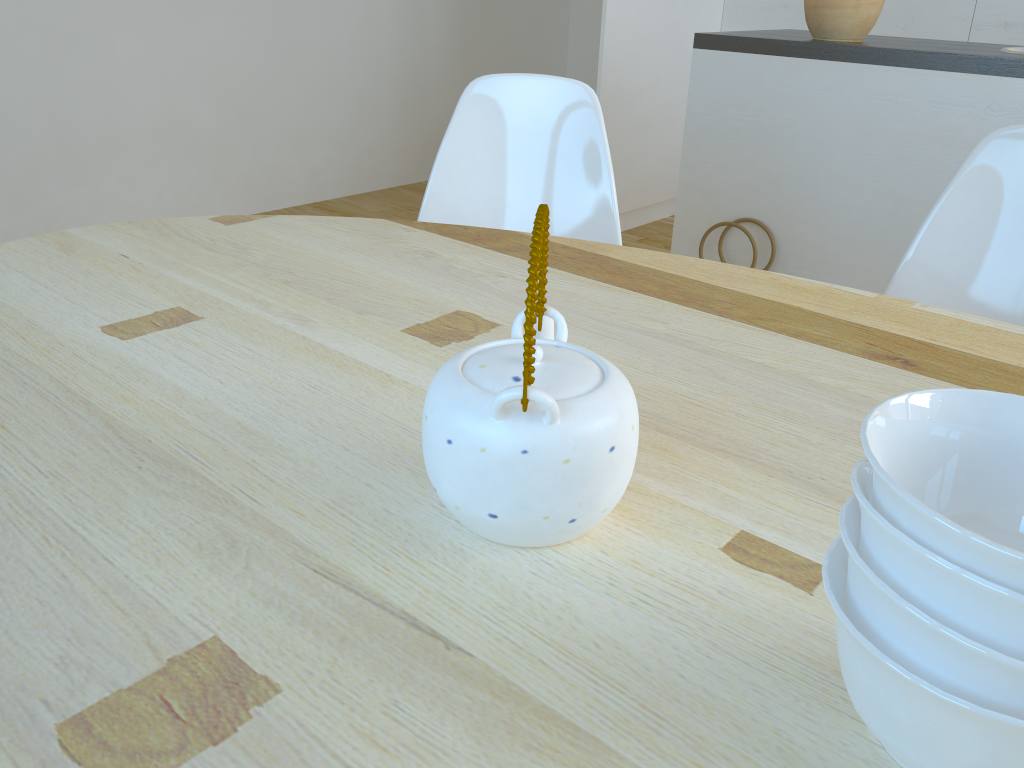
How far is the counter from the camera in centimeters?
193cm

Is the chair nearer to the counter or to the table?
the table

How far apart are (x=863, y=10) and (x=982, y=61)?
0.35m

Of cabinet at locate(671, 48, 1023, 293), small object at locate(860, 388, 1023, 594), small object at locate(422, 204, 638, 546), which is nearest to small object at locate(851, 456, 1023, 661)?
small object at locate(860, 388, 1023, 594)

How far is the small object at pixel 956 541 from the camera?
0.4m

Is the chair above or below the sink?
below

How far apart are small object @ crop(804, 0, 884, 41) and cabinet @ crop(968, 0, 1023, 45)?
1.6 meters

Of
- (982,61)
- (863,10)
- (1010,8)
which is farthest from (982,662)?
(1010,8)

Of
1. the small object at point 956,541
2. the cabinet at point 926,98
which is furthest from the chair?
the small object at point 956,541

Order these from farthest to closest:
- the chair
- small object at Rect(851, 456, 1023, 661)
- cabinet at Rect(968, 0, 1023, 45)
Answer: cabinet at Rect(968, 0, 1023, 45) → the chair → small object at Rect(851, 456, 1023, 661)
